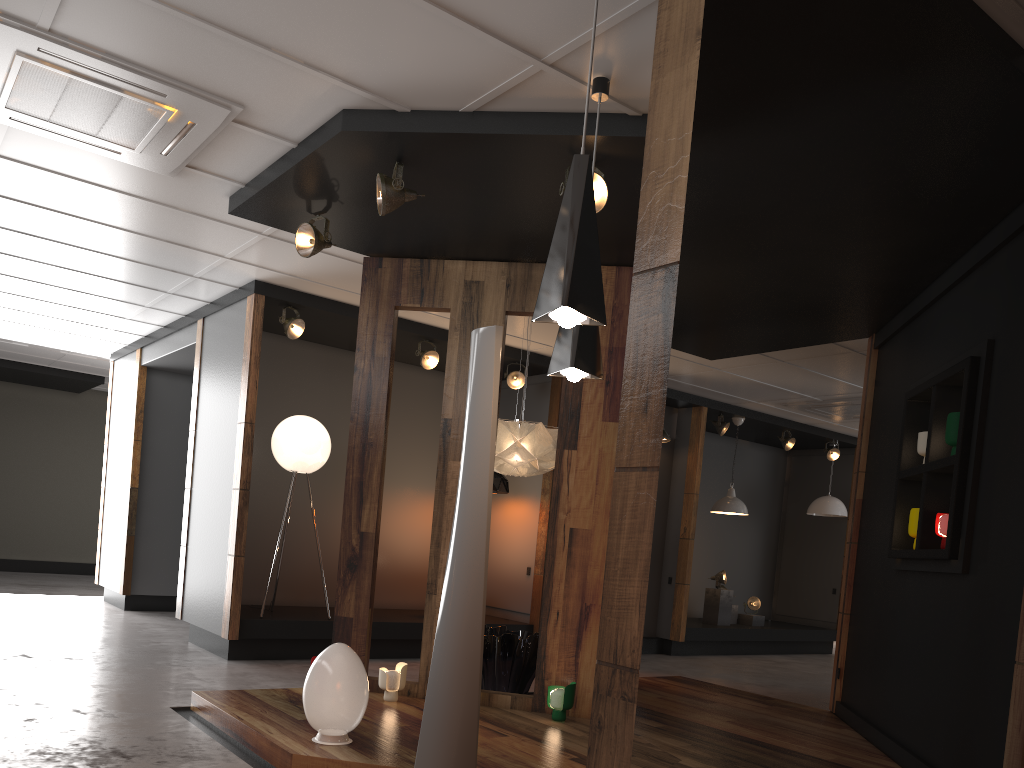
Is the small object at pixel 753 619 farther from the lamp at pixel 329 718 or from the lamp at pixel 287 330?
the lamp at pixel 329 718

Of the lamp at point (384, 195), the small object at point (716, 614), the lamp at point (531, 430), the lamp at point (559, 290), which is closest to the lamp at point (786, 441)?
the small object at point (716, 614)

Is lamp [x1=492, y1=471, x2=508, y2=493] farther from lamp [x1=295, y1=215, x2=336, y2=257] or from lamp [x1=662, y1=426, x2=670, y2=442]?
lamp [x1=295, y1=215, x2=336, y2=257]

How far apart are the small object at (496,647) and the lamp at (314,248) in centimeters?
270cm

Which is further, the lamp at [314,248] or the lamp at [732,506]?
the lamp at [732,506]

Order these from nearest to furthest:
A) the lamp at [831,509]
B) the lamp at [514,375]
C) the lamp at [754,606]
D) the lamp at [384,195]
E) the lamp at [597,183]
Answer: the lamp at [597,183] → the lamp at [384,195] → the lamp at [514,375] → the lamp at [754,606] → the lamp at [831,509]

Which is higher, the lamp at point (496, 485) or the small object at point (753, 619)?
the lamp at point (496, 485)

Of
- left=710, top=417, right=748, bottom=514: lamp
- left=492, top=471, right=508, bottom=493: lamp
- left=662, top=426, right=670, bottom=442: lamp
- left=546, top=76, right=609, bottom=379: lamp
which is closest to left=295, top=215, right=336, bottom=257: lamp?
left=546, top=76, right=609, bottom=379: lamp

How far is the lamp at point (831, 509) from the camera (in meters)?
11.56

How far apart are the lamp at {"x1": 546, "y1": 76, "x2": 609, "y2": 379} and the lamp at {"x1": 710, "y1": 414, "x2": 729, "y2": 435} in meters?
7.0 m
